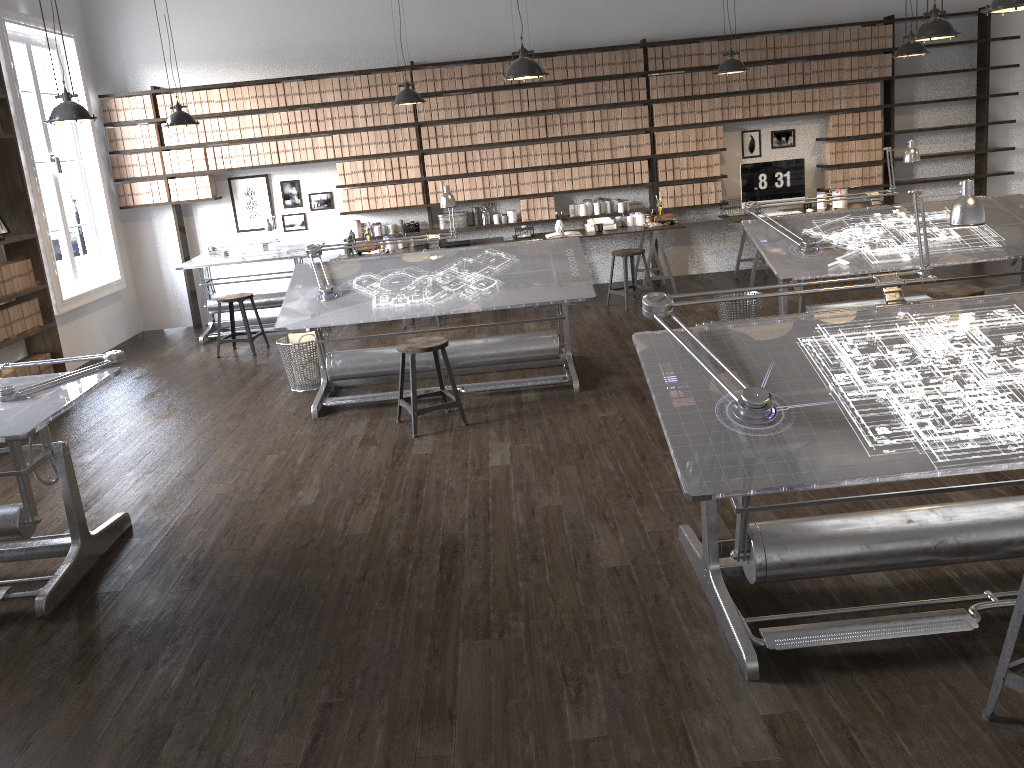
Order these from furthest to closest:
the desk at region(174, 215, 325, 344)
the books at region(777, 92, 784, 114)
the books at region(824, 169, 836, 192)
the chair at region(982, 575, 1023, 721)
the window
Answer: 1. the books at region(824, 169, 836, 192)
2. the books at region(777, 92, 784, 114)
3. the desk at region(174, 215, 325, 344)
4. the window
5. the chair at region(982, 575, 1023, 721)

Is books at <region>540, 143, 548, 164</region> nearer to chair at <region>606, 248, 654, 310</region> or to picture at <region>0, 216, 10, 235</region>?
chair at <region>606, 248, 654, 310</region>

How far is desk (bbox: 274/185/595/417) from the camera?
5.7 meters

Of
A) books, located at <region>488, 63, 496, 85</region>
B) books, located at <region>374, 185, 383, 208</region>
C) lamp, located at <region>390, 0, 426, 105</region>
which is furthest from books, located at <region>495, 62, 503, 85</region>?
books, located at <region>374, 185, 383, 208</region>

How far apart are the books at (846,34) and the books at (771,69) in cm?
76

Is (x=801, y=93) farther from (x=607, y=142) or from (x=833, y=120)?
(x=607, y=142)

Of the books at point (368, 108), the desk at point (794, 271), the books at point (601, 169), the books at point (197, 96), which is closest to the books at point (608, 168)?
the books at point (601, 169)

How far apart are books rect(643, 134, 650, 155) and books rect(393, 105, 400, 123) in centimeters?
251cm

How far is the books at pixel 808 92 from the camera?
8.80m

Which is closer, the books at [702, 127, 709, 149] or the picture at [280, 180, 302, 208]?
the books at [702, 127, 709, 149]
